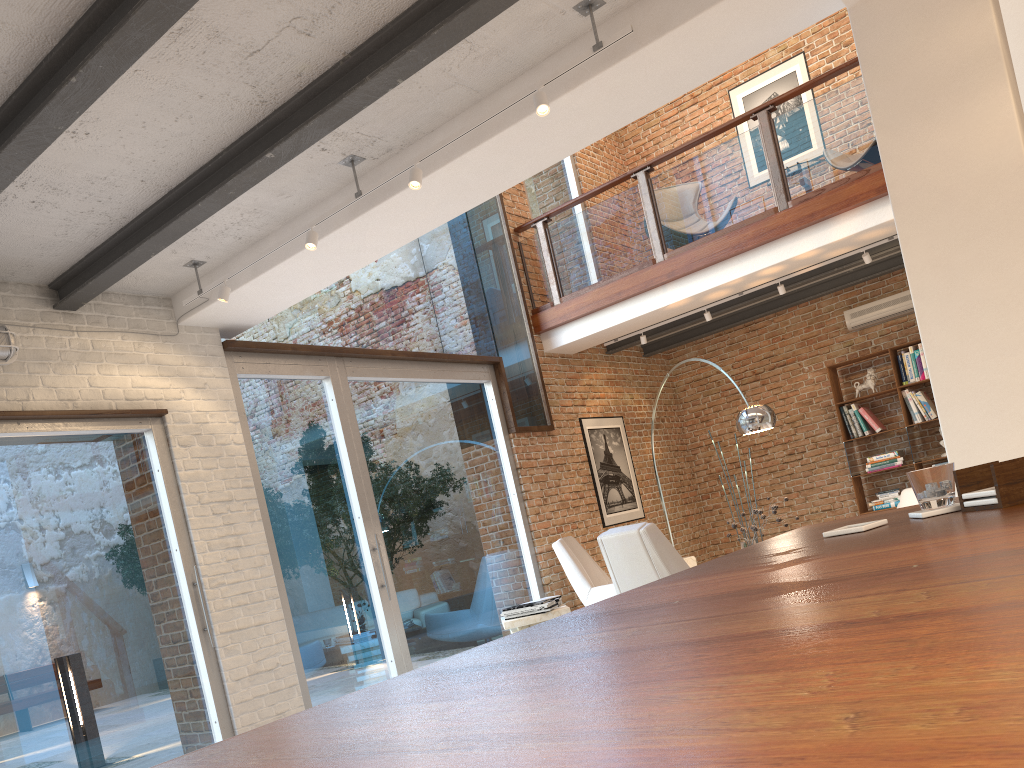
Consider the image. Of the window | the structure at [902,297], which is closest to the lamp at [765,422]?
the window

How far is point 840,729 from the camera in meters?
0.4 m

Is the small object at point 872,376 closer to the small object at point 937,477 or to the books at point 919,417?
the books at point 919,417

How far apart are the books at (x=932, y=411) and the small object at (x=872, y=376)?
0.48m

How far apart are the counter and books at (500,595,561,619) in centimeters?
408cm

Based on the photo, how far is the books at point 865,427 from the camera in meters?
→ 9.6 m

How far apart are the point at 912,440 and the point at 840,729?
9.88m

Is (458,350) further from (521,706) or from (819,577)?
(521,706)

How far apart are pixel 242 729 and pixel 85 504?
1.6m

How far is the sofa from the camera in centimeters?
737cm
